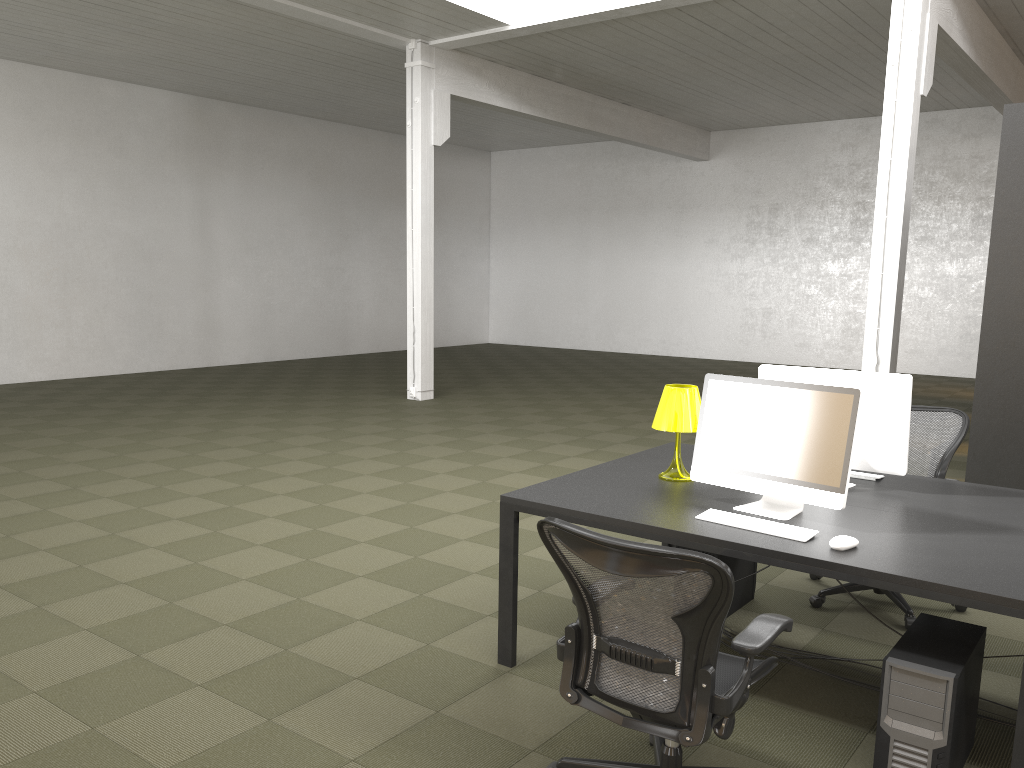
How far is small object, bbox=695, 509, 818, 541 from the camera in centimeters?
318cm

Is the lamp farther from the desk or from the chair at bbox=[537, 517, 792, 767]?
the chair at bbox=[537, 517, 792, 767]

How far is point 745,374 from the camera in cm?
1565

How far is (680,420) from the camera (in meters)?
3.95

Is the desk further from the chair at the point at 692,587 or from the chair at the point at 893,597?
the chair at the point at 893,597

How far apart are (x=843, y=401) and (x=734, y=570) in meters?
1.4

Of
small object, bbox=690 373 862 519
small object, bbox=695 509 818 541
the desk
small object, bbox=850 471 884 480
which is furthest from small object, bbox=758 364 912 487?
small object, bbox=695 509 818 541

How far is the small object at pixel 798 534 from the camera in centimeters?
318cm

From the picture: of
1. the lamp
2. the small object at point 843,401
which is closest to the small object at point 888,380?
the lamp

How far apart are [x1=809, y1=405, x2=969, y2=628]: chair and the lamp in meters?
1.1
